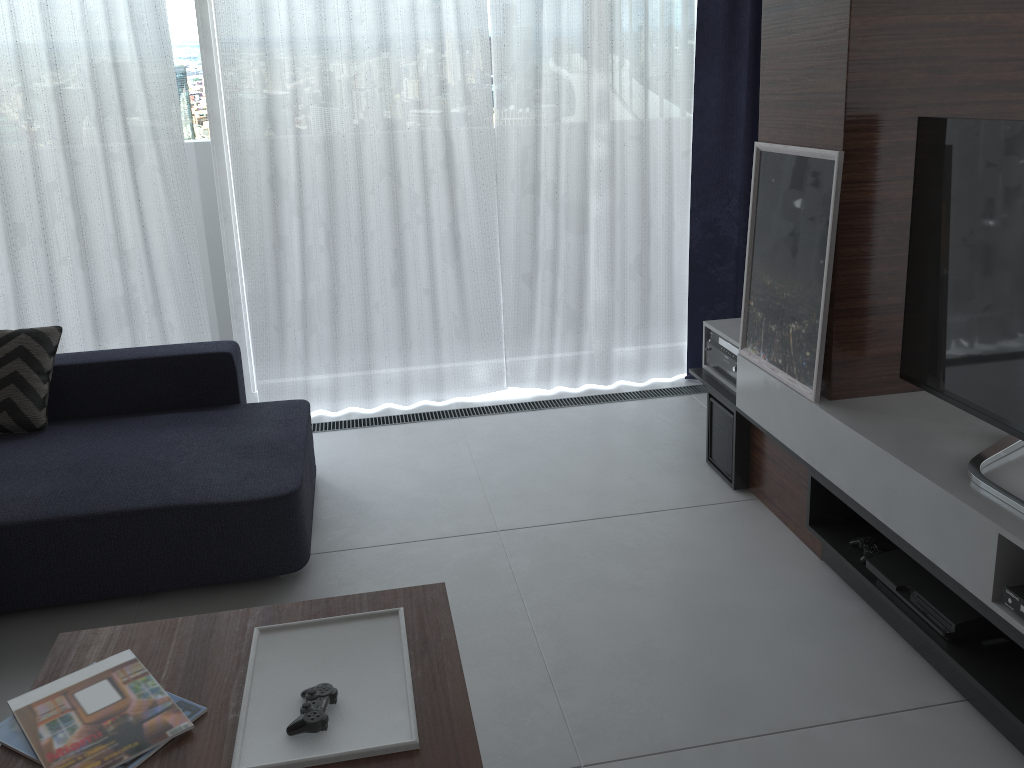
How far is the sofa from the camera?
2.5m

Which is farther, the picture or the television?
the picture

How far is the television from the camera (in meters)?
1.96

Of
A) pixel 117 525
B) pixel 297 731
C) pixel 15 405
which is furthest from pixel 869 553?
pixel 15 405

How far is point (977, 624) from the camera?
2.0m

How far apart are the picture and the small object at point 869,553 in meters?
0.4 m

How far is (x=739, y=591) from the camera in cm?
254

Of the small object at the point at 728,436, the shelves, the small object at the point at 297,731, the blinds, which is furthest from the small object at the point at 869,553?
the blinds

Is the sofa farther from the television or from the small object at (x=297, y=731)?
the television

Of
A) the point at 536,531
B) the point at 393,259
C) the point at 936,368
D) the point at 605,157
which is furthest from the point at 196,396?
the point at 936,368
